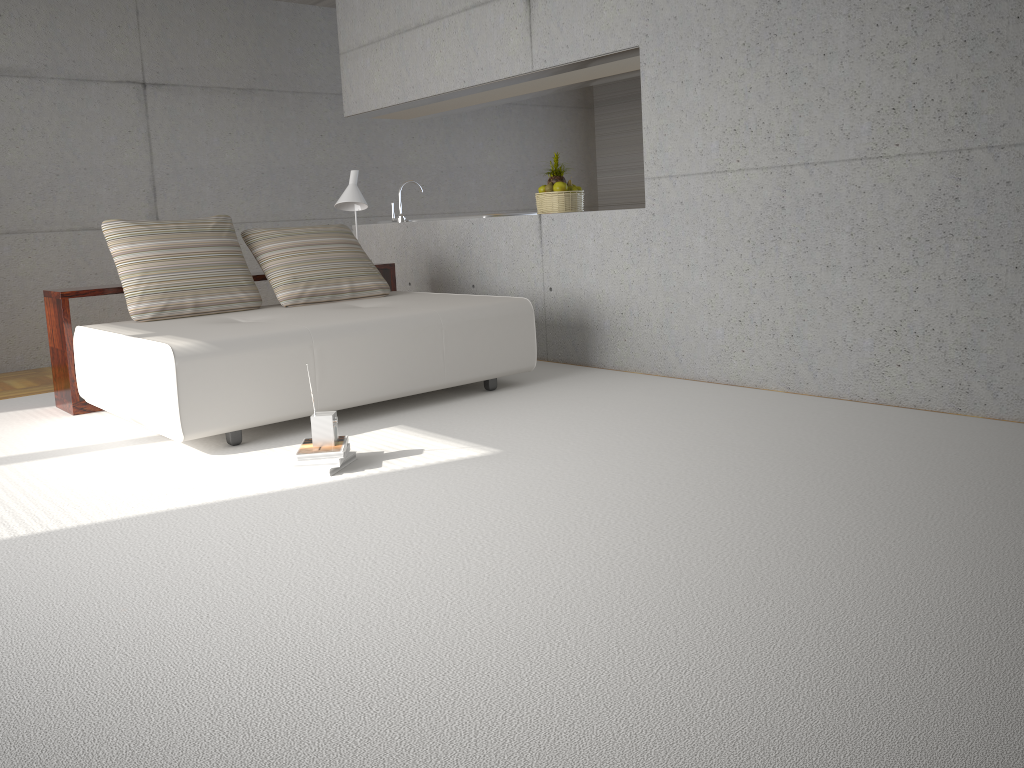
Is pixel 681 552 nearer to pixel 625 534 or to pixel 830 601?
pixel 625 534

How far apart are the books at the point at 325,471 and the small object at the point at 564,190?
3.0 meters

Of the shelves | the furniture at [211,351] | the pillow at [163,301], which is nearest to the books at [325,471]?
the furniture at [211,351]

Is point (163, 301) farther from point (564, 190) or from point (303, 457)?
point (564, 190)

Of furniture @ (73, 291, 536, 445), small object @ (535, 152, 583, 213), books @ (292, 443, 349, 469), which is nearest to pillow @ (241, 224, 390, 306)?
furniture @ (73, 291, 536, 445)

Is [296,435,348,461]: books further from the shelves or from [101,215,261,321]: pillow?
the shelves

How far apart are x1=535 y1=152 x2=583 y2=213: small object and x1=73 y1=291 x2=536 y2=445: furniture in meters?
1.1

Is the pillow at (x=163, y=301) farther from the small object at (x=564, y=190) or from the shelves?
the small object at (x=564, y=190)

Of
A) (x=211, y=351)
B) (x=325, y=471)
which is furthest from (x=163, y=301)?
(x=325, y=471)

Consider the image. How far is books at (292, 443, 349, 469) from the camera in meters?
3.6 m
